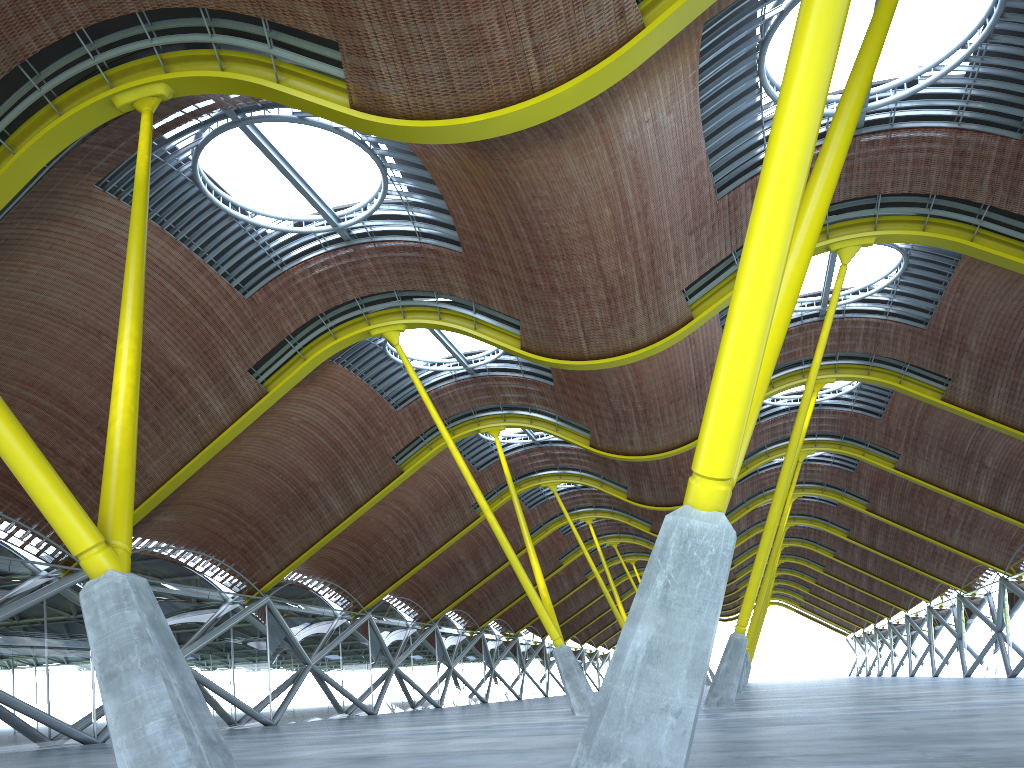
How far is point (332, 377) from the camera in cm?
Answer: 3408
